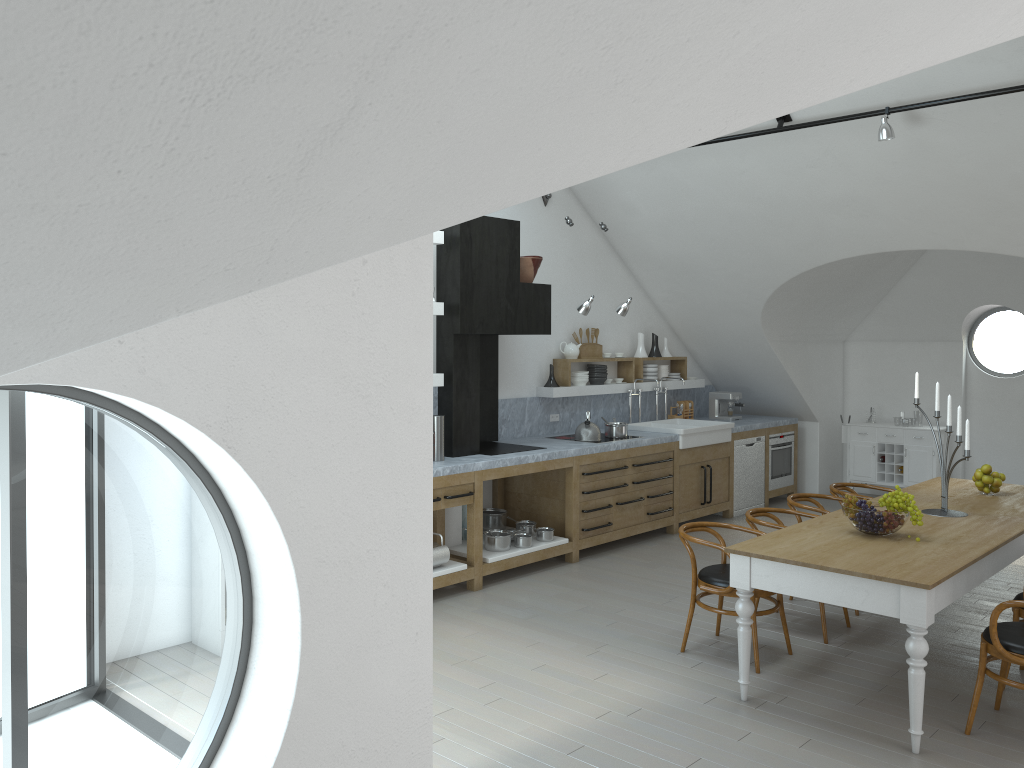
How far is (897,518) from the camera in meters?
4.8 m

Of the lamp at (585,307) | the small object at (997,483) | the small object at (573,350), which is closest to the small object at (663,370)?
the small object at (573,350)

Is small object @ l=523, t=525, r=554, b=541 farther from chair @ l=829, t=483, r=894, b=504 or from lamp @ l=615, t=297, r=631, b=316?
chair @ l=829, t=483, r=894, b=504

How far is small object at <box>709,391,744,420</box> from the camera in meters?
10.2

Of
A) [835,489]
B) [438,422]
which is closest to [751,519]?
[835,489]

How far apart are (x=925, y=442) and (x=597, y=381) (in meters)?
3.89

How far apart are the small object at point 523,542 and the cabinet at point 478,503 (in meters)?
0.06

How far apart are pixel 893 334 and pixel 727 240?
3.4m

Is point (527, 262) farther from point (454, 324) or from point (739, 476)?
point (739, 476)

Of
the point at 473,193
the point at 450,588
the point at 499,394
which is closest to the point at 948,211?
the point at 499,394
